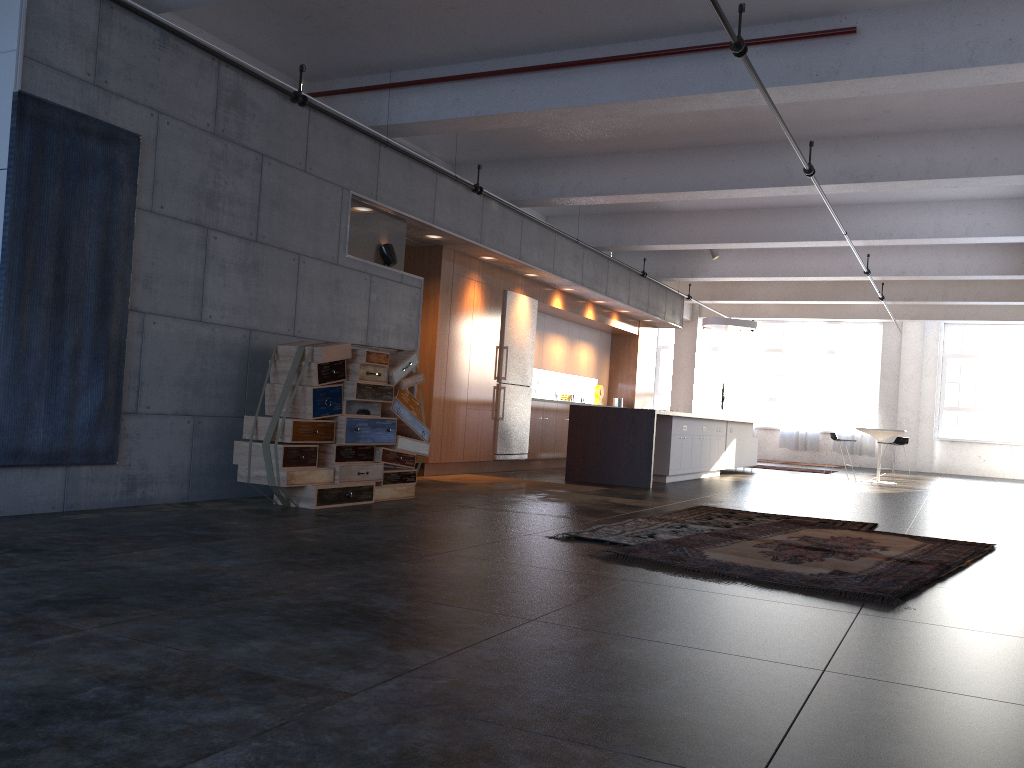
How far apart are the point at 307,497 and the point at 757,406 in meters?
19.0 m

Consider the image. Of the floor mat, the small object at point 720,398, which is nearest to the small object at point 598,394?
the small object at point 720,398

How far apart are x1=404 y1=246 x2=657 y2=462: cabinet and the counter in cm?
113

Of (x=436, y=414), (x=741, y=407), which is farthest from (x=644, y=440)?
(x=741, y=407)

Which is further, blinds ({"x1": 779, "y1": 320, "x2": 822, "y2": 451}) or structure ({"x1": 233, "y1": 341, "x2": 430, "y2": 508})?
blinds ({"x1": 779, "y1": 320, "x2": 822, "y2": 451})

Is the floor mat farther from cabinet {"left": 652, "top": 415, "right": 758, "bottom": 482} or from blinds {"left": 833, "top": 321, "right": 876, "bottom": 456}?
Answer: blinds {"left": 833, "top": 321, "right": 876, "bottom": 456}

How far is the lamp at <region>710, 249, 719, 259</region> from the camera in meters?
15.0 m

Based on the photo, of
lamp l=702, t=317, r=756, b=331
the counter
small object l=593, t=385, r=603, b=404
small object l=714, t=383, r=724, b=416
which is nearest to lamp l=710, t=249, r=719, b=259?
lamp l=702, t=317, r=756, b=331

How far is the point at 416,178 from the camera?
9.1 meters

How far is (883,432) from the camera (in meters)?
15.20
